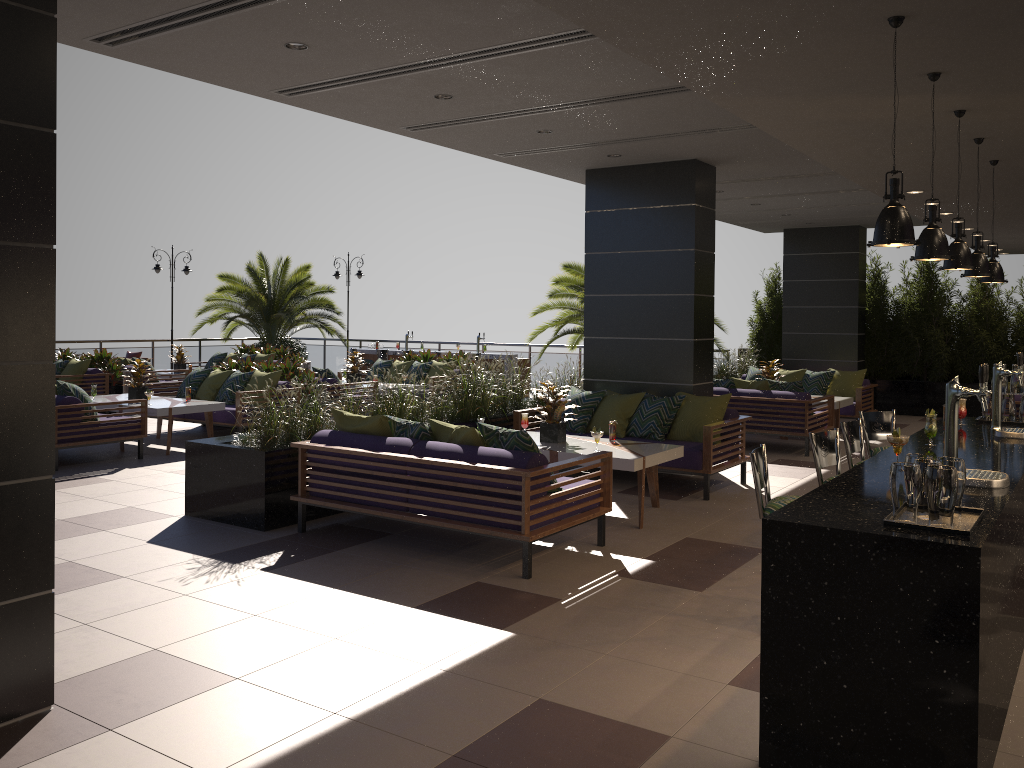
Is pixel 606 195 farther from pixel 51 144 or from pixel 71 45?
pixel 51 144

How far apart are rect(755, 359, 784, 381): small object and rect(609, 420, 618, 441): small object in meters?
5.6

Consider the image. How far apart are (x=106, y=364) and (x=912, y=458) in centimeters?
1387cm

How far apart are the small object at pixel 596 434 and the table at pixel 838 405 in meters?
5.9

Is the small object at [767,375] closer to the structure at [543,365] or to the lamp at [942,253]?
the structure at [543,365]

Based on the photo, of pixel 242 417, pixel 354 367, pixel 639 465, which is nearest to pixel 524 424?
pixel 639 465

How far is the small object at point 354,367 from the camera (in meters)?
14.06

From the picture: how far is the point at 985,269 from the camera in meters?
5.4

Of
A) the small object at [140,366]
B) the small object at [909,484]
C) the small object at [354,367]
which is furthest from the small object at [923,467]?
the small object at [354,367]

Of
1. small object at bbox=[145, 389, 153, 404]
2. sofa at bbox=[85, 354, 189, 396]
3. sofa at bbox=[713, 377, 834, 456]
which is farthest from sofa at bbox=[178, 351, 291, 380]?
sofa at bbox=[713, 377, 834, 456]
